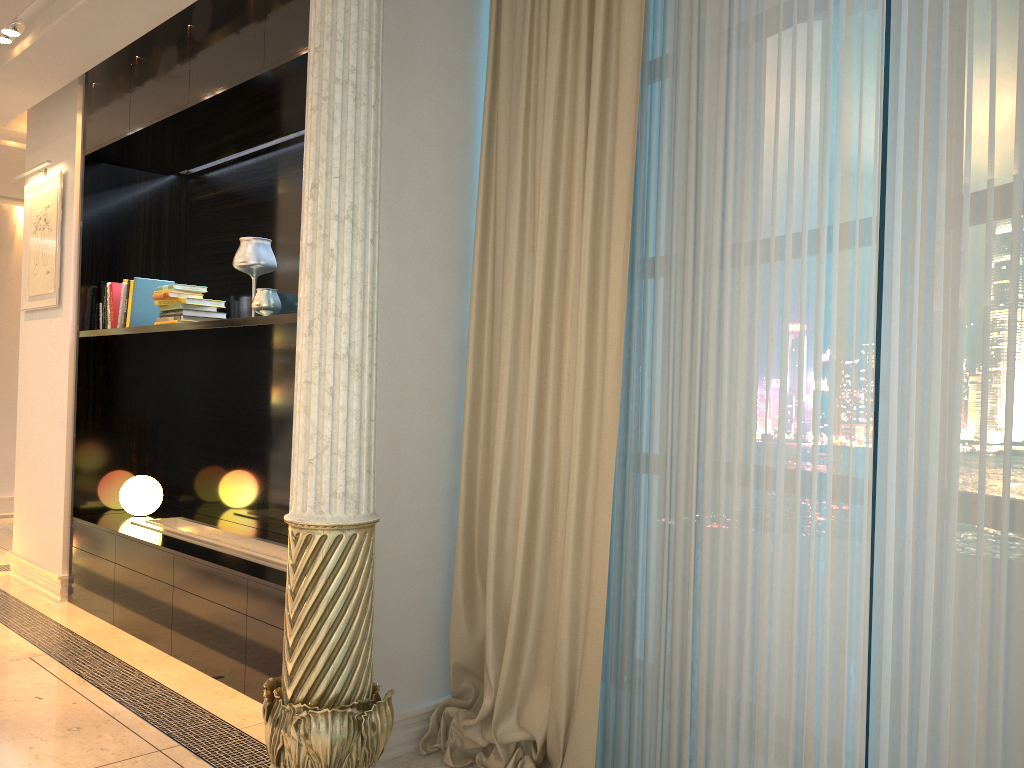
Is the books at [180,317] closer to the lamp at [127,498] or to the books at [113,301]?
the books at [113,301]

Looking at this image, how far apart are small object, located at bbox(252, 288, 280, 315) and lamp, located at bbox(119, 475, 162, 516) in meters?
1.5 m

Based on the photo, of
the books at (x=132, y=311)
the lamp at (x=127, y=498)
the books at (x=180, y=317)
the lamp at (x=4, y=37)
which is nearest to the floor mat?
the lamp at (x=127, y=498)

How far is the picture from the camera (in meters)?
4.78

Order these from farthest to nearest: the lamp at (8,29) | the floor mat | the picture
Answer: the floor mat, the picture, the lamp at (8,29)

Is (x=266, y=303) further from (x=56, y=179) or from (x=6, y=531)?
(x=6, y=531)

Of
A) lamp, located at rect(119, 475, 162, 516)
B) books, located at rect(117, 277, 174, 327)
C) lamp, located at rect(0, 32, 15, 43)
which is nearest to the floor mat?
lamp, located at rect(119, 475, 162, 516)

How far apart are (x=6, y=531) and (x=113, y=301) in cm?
312

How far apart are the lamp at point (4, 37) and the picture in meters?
0.9 m

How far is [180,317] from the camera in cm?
404
